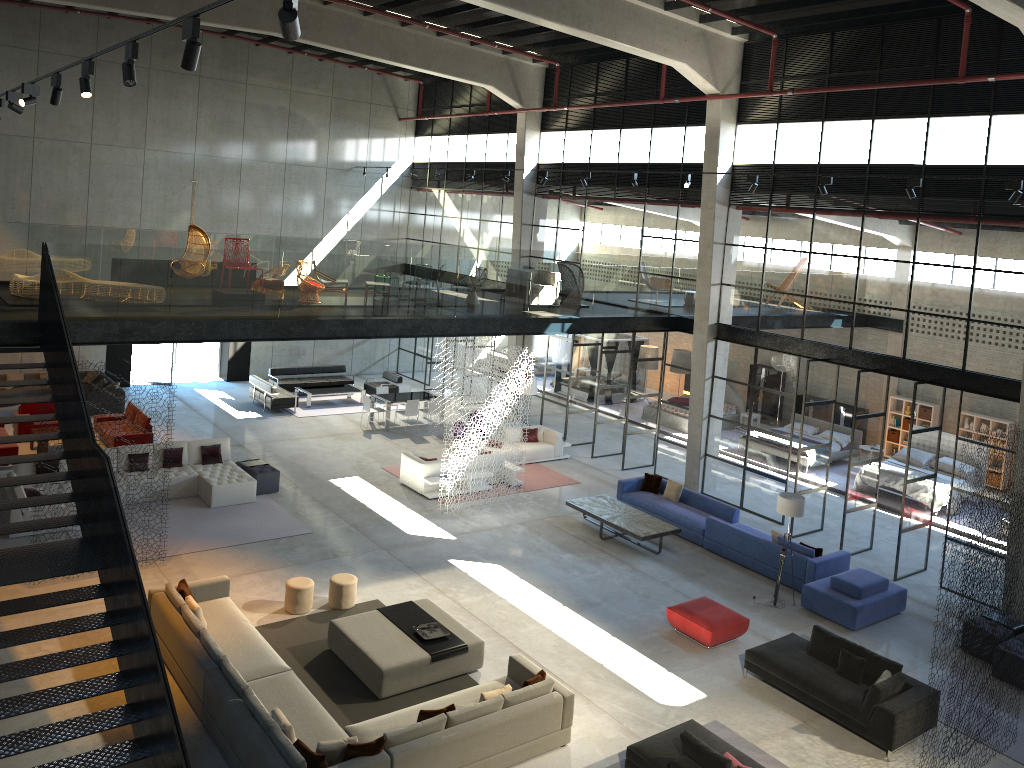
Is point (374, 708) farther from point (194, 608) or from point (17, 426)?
point (17, 426)

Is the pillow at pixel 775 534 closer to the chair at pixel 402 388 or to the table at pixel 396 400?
the table at pixel 396 400

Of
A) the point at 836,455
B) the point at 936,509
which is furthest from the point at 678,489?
the point at 836,455

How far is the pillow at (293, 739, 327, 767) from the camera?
8.6 meters

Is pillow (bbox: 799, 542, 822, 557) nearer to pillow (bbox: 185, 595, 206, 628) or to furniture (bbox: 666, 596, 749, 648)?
furniture (bbox: 666, 596, 749, 648)

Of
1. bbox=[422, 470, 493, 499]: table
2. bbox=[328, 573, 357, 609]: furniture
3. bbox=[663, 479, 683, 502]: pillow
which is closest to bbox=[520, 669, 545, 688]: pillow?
bbox=[328, 573, 357, 609]: furniture

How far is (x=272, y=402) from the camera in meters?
23.8

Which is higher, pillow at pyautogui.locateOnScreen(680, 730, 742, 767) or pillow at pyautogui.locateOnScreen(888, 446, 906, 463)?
pillow at pyautogui.locateOnScreen(888, 446, 906, 463)

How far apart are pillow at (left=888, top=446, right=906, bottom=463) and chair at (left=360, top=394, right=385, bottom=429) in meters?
13.3 m

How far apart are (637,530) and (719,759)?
7.34m
